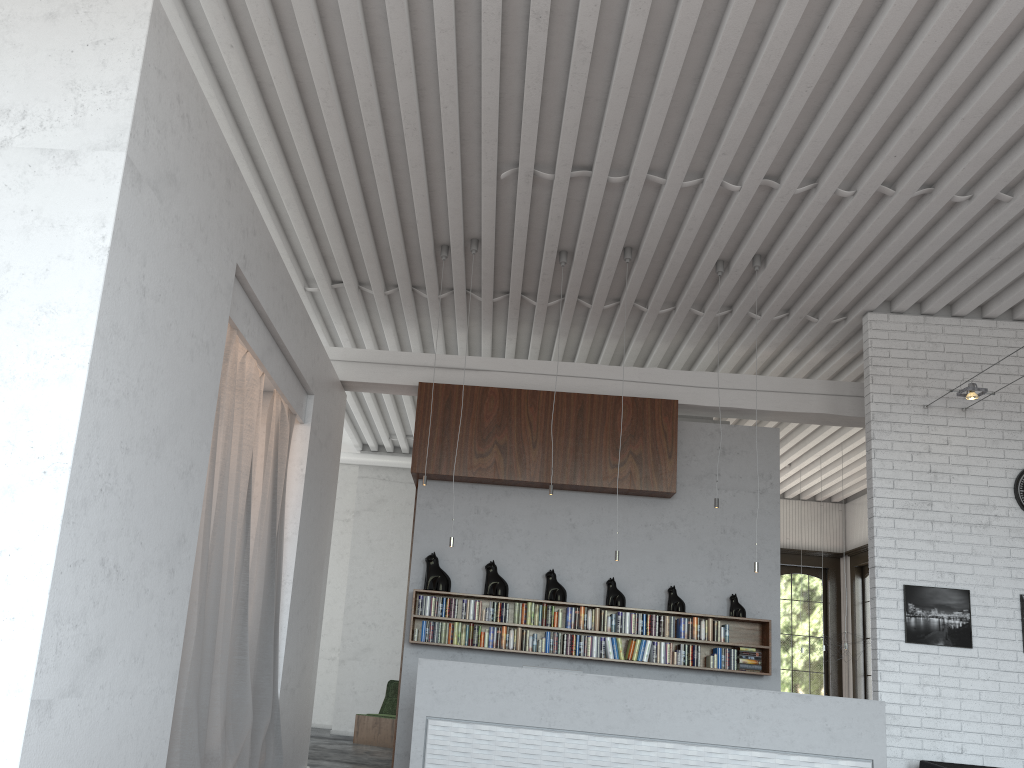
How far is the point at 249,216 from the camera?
5.5m
